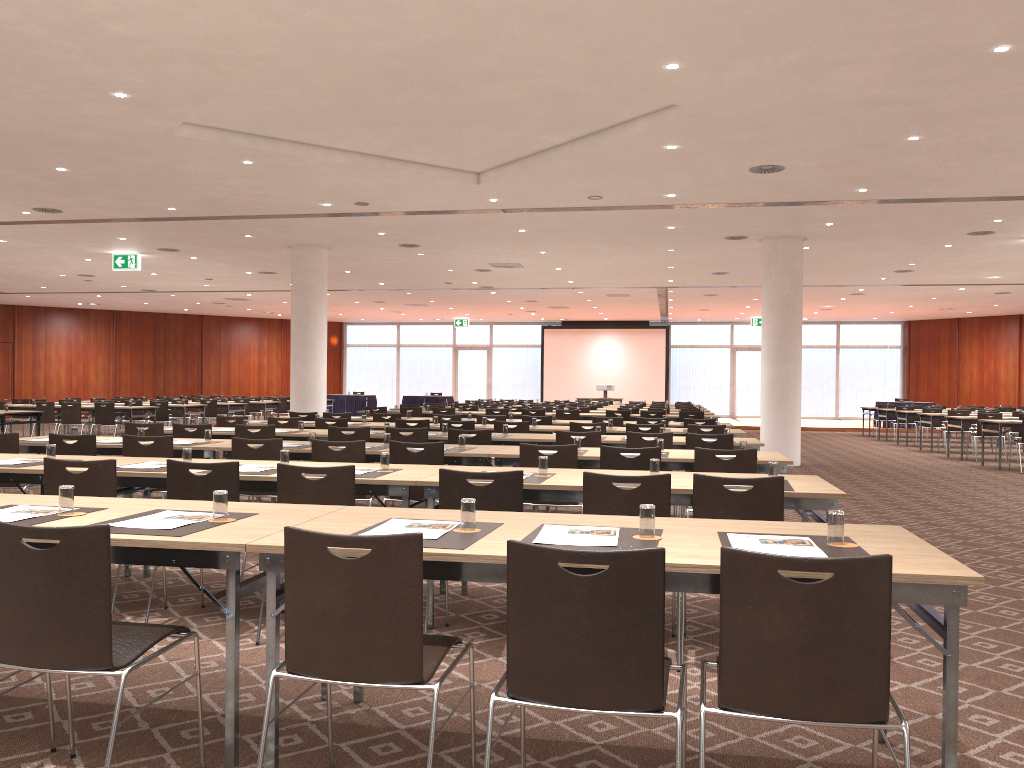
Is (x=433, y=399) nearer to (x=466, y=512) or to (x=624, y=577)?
(x=466, y=512)

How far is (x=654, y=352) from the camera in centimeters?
3543cm

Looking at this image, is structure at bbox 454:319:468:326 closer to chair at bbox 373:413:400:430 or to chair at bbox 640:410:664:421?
chair at bbox 640:410:664:421

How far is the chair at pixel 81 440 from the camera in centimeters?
713cm

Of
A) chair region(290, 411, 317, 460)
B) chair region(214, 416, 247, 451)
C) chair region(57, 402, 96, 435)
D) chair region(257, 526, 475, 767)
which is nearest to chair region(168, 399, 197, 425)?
chair region(57, 402, 96, 435)

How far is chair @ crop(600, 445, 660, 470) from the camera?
6.3 meters

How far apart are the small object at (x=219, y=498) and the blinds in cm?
3334

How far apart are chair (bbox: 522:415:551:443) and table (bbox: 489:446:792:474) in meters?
5.2

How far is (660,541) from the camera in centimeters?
306cm

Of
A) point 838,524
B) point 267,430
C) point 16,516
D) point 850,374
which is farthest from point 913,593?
point 850,374
